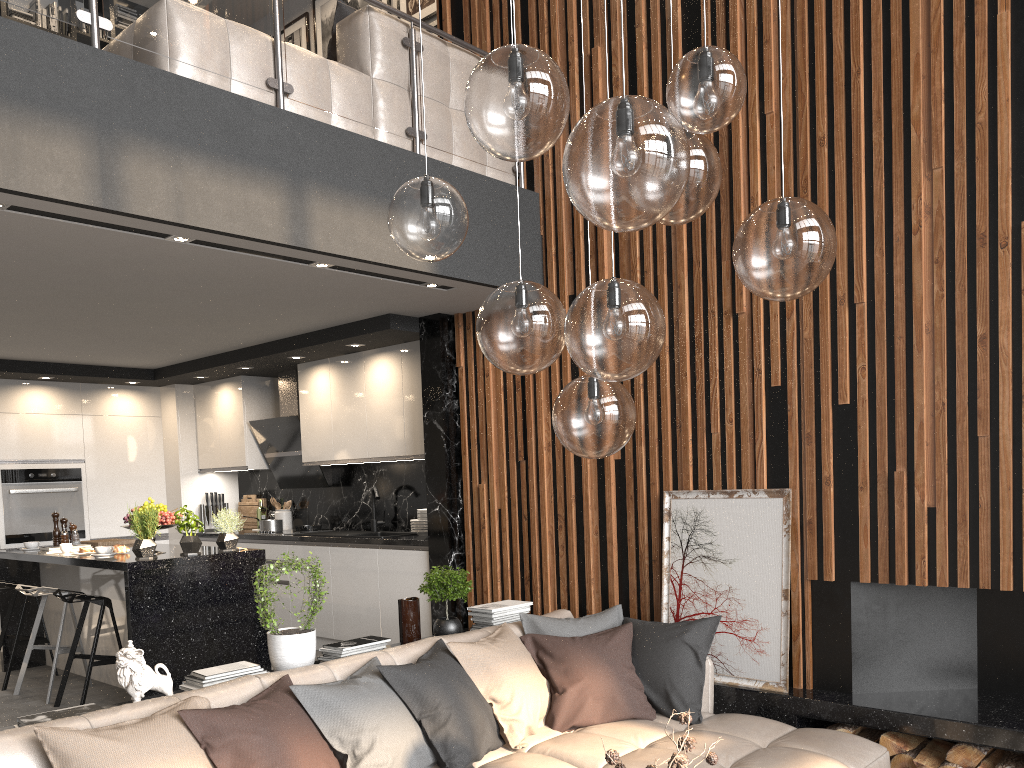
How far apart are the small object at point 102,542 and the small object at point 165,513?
1.27m

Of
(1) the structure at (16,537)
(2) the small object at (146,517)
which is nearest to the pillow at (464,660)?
(2) the small object at (146,517)

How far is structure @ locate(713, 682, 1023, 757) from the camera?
3.54m

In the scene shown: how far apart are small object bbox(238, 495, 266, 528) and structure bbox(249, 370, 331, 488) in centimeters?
59cm

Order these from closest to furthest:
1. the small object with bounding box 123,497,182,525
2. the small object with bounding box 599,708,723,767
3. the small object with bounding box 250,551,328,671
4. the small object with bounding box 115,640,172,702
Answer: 1. the small object with bounding box 599,708,723,767
2. the small object with bounding box 115,640,172,702
3. the small object with bounding box 250,551,328,671
4. the small object with bounding box 123,497,182,525

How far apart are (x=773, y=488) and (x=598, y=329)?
2.7 meters

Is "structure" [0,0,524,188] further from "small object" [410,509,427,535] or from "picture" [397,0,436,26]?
"small object" [410,509,427,535]

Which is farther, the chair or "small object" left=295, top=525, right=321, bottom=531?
"small object" left=295, top=525, right=321, bottom=531

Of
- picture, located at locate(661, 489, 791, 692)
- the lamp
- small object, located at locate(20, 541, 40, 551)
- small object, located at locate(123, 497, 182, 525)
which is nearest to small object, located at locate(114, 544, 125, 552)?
small object, located at locate(123, 497, 182, 525)

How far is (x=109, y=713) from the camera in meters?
2.9 m
